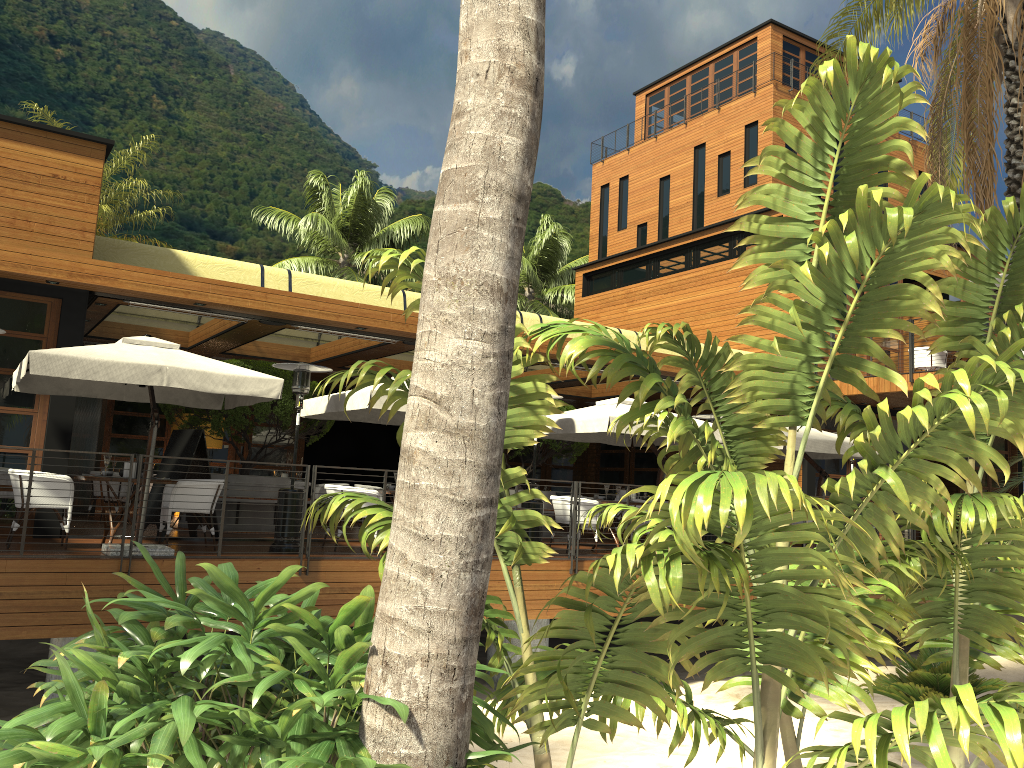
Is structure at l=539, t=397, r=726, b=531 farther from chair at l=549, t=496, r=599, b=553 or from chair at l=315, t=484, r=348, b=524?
chair at l=315, t=484, r=348, b=524

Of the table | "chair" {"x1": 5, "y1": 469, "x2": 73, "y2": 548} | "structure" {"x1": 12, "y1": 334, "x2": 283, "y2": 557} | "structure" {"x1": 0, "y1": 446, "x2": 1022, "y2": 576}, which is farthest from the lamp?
"structure" {"x1": 0, "y1": 446, "x2": 1022, "y2": 576}

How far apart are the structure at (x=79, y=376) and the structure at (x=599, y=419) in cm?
436

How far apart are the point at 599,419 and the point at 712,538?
3.2 meters

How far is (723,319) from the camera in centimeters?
1981cm

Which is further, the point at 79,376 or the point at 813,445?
the point at 813,445

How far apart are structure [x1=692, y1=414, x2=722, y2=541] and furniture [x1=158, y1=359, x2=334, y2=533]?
6.09m

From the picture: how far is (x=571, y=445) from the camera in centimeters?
1613cm

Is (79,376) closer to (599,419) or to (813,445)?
(599,419)

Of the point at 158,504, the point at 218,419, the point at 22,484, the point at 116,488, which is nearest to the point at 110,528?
the point at 22,484
